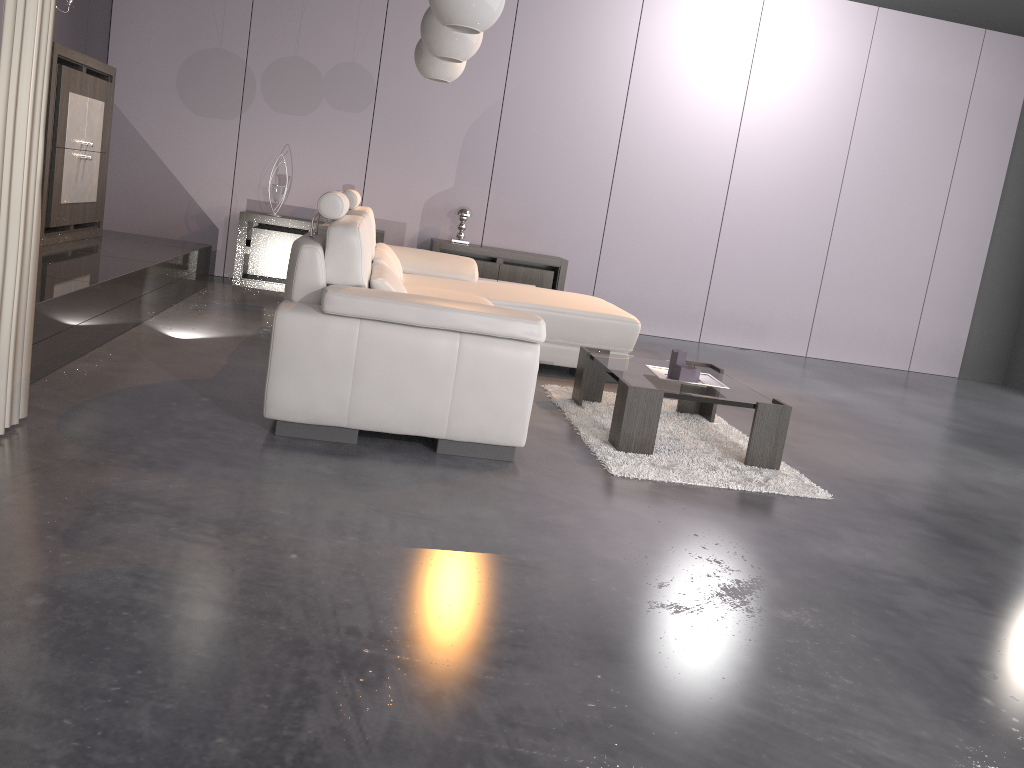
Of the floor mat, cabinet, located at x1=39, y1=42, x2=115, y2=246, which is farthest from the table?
cabinet, located at x1=39, y1=42, x2=115, y2=246

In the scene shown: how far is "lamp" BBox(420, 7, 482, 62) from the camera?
4.1 meters

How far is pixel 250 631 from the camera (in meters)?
1.79

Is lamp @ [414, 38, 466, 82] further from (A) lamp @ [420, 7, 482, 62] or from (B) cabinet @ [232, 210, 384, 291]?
(B) cabinet @ [232, 210, 384, 291]

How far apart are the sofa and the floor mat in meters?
0.4 m

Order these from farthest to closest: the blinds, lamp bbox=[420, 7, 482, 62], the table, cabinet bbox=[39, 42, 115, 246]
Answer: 1. cabinet bbox=[39, 42, 115, 246]
2. lamp bbox=[420, 7, 482, 62]
3. the table
4. the blinds

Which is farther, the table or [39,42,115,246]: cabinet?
[39,42,115,246]: cabinet

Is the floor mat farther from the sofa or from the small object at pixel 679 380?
the sofa

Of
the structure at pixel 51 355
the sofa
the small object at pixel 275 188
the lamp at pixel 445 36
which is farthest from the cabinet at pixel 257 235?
the lamp at pixel 445 36

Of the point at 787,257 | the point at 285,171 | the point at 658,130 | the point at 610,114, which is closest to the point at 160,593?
the point at 285,171
